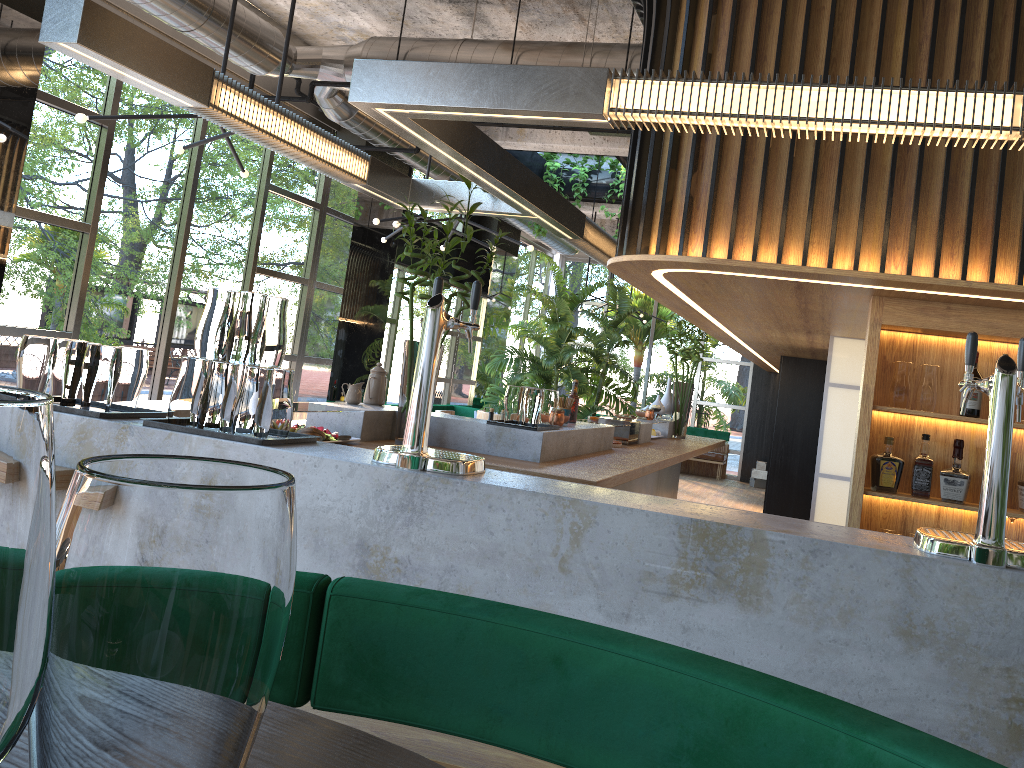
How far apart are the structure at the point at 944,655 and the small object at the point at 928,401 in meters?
1.5

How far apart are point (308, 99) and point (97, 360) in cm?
491

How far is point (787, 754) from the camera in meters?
1.0

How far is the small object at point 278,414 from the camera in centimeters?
259cm

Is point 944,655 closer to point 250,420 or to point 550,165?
point 250,420

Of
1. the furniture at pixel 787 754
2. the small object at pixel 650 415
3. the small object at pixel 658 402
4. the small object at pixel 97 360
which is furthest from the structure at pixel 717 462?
the furniture at pixel 787 754

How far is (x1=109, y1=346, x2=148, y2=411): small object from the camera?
2.70m

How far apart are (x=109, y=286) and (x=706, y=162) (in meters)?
5.28

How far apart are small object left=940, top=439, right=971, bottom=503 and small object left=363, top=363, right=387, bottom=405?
2.9 meters

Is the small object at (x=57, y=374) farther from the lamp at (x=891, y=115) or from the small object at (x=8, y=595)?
the small object at (x=8, y=595)
